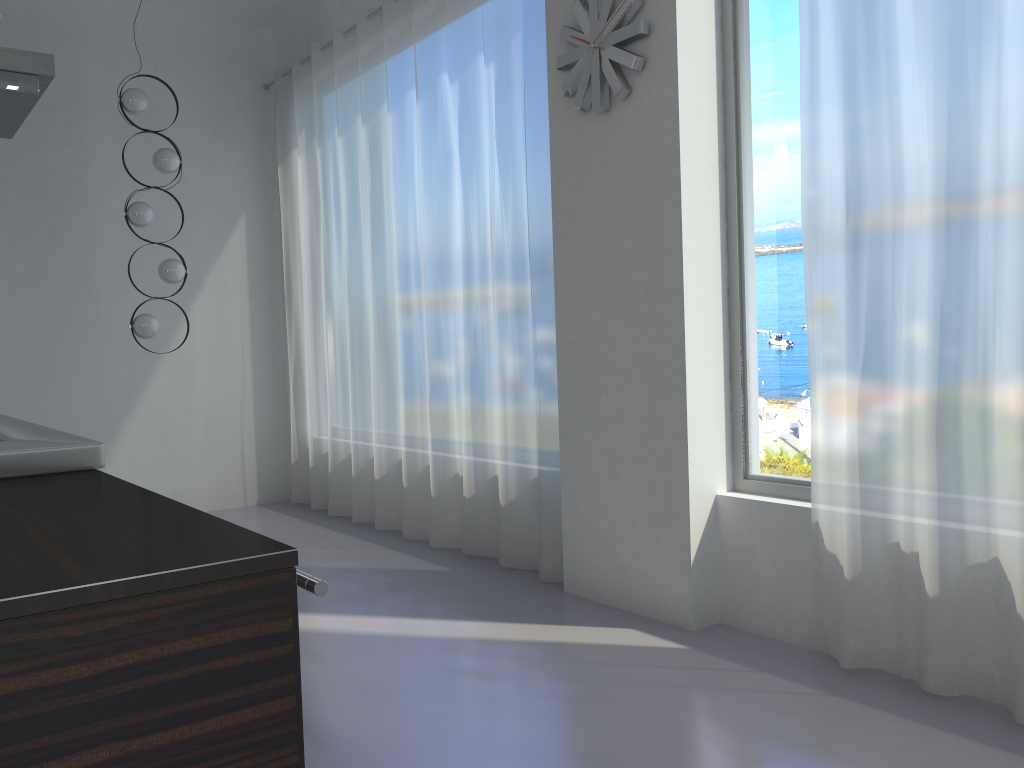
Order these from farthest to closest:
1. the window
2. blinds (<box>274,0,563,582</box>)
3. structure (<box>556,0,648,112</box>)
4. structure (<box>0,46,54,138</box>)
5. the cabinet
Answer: blinds (<box>274,0,563,582</box>) → structure (<box>556,0,648,112</box>) → the window → structure (<box>0,46,54,138</box>) → the cabinet

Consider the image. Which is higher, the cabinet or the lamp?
the lamp

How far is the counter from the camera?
0.9 meters

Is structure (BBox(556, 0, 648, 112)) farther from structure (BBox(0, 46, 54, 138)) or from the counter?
the counter

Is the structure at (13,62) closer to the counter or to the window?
the counter

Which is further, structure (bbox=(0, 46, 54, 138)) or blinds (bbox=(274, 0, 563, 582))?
blinds (bbox=(274, 0, 563, 582))

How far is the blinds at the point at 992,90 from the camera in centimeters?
247cm

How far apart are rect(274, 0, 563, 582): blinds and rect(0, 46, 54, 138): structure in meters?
1.9 m

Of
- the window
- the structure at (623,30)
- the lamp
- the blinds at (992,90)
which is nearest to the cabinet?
the blinds at (992,90)

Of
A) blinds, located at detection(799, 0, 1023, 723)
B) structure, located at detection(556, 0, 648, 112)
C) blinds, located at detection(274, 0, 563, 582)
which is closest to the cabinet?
blinds, located at detection(799, 0, 1023, 723)
